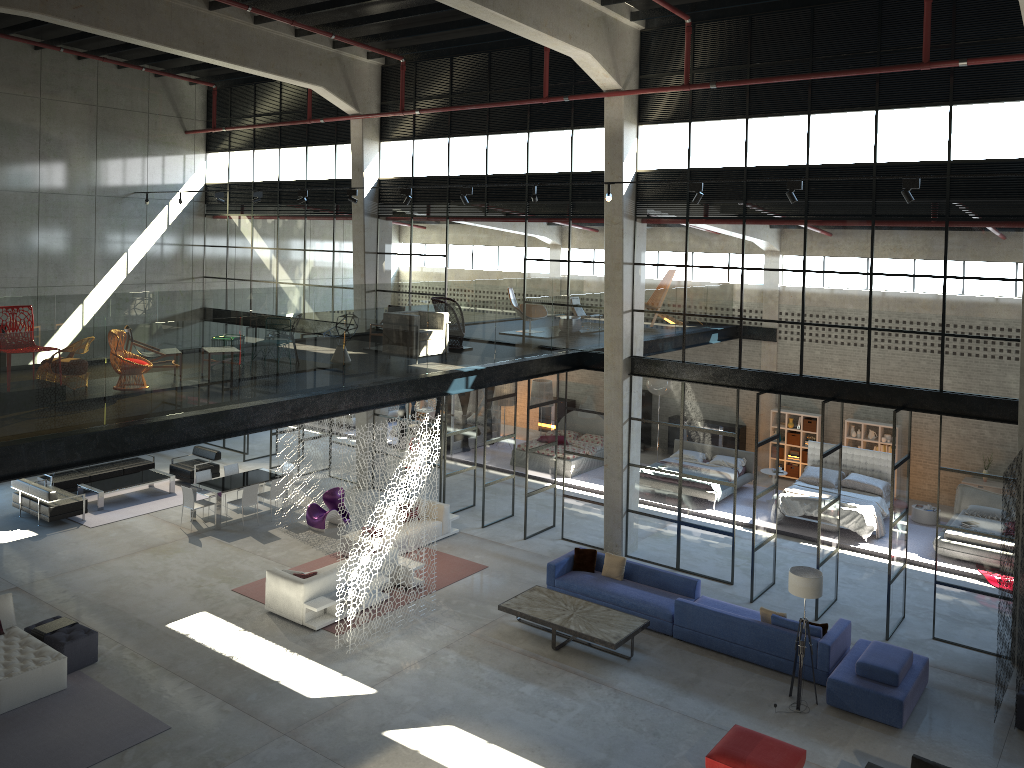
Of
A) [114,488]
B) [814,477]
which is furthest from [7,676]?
[814,477]

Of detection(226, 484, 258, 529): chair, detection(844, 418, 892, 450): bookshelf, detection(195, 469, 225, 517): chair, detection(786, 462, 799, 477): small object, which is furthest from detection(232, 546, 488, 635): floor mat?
detection(844, 418, 892, 450): bookshelf

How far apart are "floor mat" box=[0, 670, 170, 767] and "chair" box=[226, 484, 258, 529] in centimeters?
610cm

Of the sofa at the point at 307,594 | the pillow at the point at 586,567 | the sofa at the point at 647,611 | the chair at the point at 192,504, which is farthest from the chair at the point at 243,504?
the pillow at the point at 586,567

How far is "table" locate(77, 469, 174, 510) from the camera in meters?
19.4

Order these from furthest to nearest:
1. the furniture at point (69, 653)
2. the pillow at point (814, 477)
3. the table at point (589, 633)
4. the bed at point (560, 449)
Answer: the bed at point (560, 449)
the pillow at point (814, 477)
the table at point (589, 633)
the furniture at point (69, 653)

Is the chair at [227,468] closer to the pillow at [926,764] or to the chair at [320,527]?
the chair at [320,527]

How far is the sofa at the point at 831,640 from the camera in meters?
12.6

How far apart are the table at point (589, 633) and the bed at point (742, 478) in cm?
826

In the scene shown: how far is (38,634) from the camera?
12.49m
